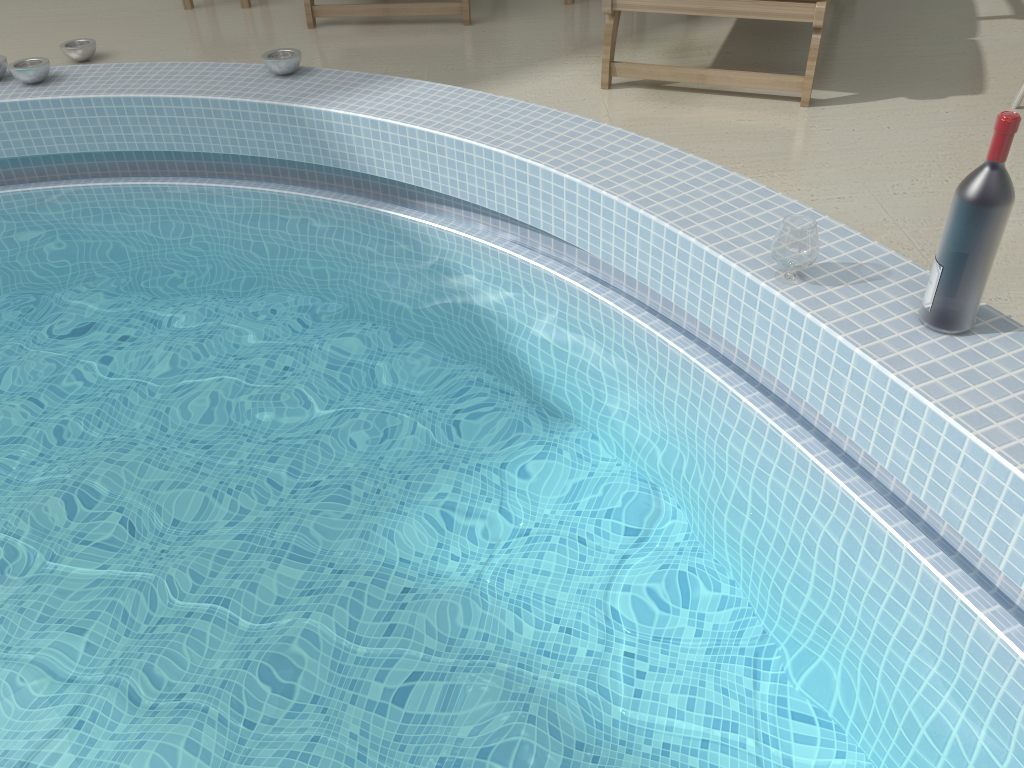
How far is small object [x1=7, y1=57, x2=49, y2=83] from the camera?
3.14m

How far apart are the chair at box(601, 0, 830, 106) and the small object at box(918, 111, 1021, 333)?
1.4m

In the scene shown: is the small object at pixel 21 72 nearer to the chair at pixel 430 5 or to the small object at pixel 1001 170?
the chair at pixel 430 5

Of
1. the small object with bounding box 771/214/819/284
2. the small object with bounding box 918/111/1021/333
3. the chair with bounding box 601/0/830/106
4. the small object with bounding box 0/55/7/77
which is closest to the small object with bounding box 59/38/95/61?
the small object with bounding box 0/55/7/77

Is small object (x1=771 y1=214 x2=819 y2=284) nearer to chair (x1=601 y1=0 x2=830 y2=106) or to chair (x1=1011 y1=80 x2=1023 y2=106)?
chair (x1=601 y1=0 x2=830 y2=106)

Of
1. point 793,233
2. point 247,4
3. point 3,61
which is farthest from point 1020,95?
point 3,61

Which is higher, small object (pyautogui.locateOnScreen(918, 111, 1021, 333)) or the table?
small object (pyautogui.locateOnScreen(918, 111, 1021, 333))

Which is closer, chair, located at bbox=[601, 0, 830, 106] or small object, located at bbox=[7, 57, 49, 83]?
chair, located at bbox=[601, 0, 830, 106]

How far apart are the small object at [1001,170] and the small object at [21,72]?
3.0m

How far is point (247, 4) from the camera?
4.19m
